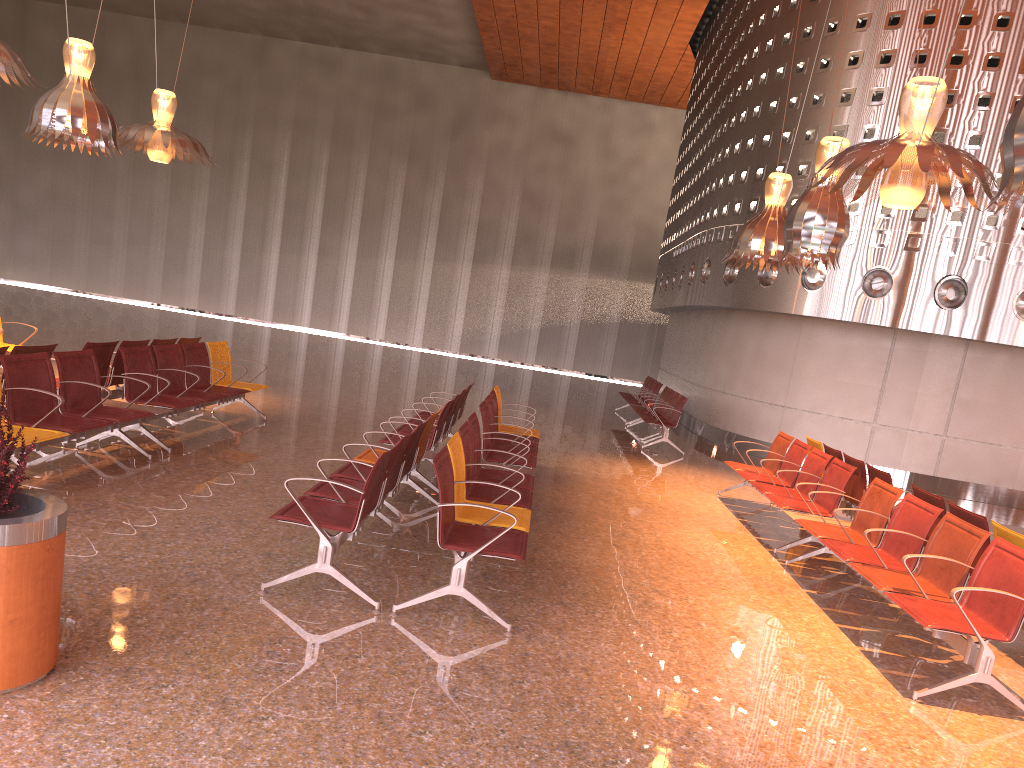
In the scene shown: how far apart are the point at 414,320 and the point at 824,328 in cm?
1874

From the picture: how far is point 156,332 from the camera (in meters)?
20.19
